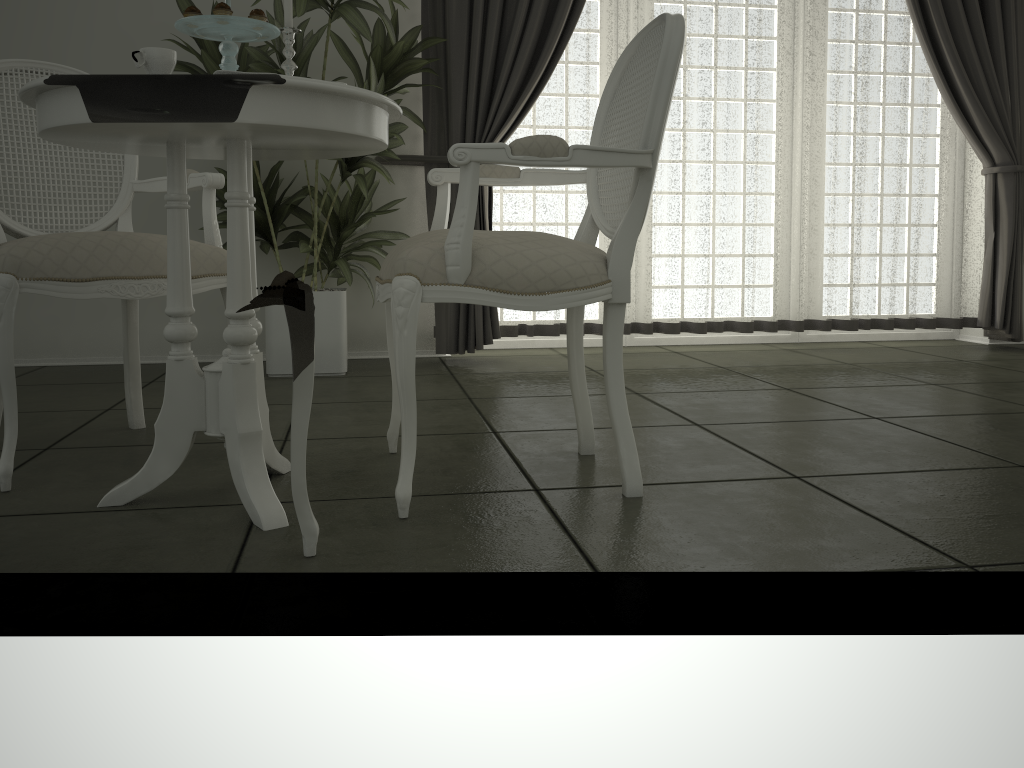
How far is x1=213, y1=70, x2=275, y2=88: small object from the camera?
1.6 meters

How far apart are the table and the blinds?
2.0 meters

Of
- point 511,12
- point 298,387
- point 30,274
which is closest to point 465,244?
point 298,387

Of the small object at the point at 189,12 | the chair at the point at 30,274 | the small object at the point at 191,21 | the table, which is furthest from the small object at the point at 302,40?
the small object at the point at 189,12

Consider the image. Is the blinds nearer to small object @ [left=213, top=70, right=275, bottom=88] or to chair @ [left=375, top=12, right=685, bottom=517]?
chair @ [left=375, top=12, right=685, bottom=517]

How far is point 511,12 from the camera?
4.0m

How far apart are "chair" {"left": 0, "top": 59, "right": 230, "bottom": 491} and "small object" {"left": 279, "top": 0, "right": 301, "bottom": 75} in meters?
0.5 m

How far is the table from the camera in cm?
153

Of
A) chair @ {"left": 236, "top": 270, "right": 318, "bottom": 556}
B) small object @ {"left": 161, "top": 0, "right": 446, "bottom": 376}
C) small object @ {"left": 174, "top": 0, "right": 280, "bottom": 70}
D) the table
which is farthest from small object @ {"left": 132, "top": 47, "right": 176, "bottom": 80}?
small object @ {"left": 161, "top": 0, "right": 446, "bottom": 376}

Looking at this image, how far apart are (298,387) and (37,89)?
0.7 meters
